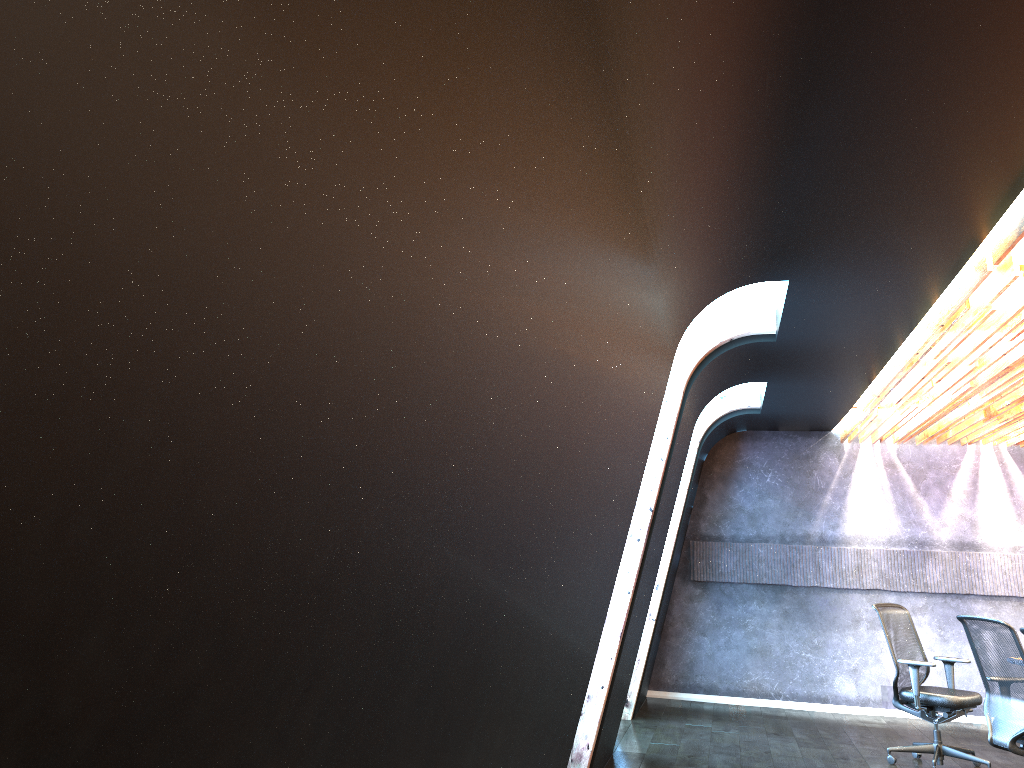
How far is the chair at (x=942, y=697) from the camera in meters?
7.3 m

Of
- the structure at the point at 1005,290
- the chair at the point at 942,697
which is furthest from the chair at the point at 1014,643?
the structure at the point at 1005,290

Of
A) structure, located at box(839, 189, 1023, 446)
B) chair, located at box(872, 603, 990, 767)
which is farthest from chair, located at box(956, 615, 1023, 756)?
structure, located at box(839, 189, 1023, 446)

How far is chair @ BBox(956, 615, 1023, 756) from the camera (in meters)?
6.00

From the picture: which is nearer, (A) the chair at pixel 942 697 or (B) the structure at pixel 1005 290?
(B) the structure at pixel 1005 290

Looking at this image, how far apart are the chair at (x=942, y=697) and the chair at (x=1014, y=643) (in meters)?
0.81

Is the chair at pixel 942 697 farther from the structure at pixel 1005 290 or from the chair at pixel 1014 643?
the structure at pixel 1005 290

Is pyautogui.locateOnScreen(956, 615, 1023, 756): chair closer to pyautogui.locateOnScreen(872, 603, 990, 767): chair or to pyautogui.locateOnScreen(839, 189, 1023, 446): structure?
pyautogui.locateOnScreen(872, 603, 990, 767): chair

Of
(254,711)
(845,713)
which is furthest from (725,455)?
(254,711)

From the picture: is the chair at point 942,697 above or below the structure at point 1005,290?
below
